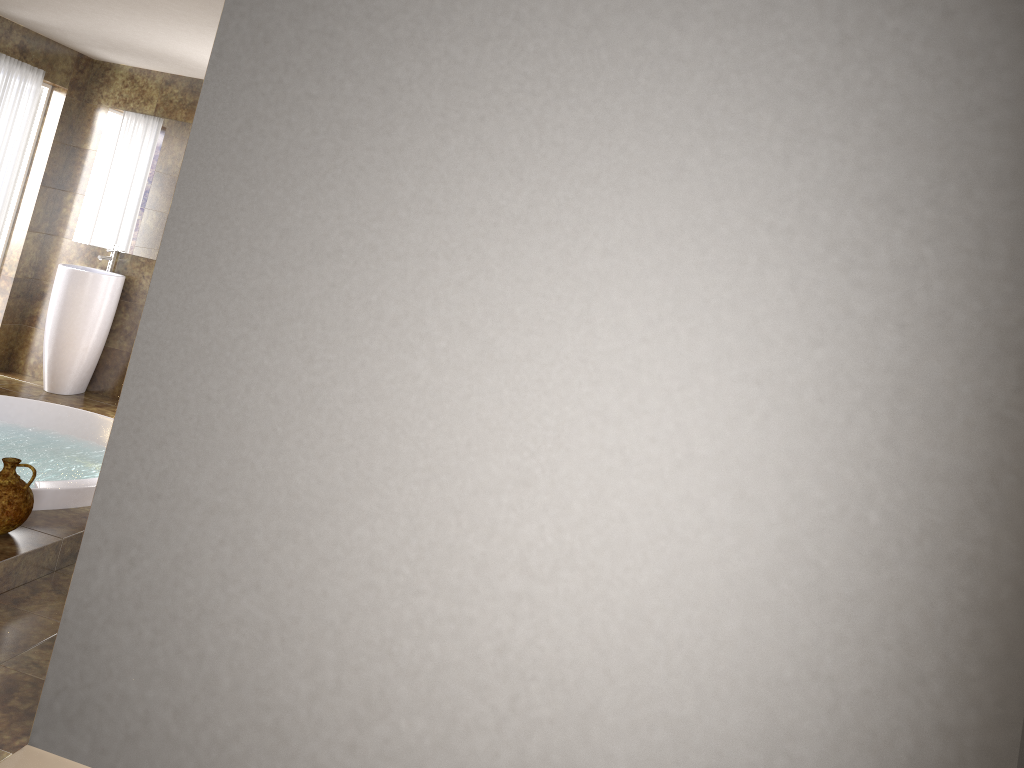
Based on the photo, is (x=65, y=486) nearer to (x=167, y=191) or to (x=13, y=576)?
(x=13, y=576)

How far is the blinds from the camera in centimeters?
584cm

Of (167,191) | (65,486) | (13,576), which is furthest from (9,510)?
(167,191)

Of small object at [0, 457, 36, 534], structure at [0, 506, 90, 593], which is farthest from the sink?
small object at [0, 457, 36, 534]

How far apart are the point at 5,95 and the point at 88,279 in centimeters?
128cm

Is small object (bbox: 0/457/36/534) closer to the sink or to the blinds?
the sink

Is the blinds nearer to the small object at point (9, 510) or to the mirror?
the mirror

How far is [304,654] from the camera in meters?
2.4

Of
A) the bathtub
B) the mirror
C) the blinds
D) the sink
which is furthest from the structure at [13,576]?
the blinds

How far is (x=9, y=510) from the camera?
3.3 meters
